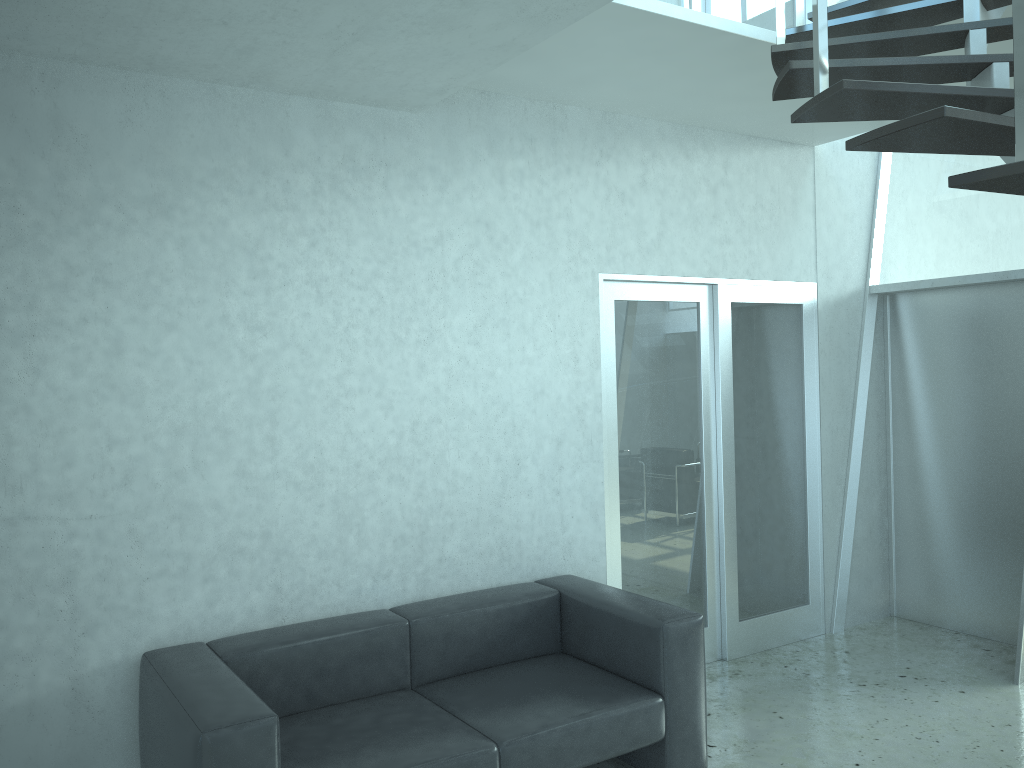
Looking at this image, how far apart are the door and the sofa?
0.5 meters

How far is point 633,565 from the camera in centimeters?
465cm

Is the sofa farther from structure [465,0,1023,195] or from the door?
structure [465,0,1023,195]

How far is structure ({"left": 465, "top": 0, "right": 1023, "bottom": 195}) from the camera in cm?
216

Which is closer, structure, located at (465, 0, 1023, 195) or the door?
structure, located at (465, 0, 1023, 195)

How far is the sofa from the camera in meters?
2.8 m

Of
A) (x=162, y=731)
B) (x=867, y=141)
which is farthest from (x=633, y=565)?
(x=867, y=141)

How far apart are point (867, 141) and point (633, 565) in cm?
293

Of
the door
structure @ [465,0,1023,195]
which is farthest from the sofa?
structure @ [465,0,1023,195]

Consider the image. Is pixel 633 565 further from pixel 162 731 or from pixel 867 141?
pixel 867 141
